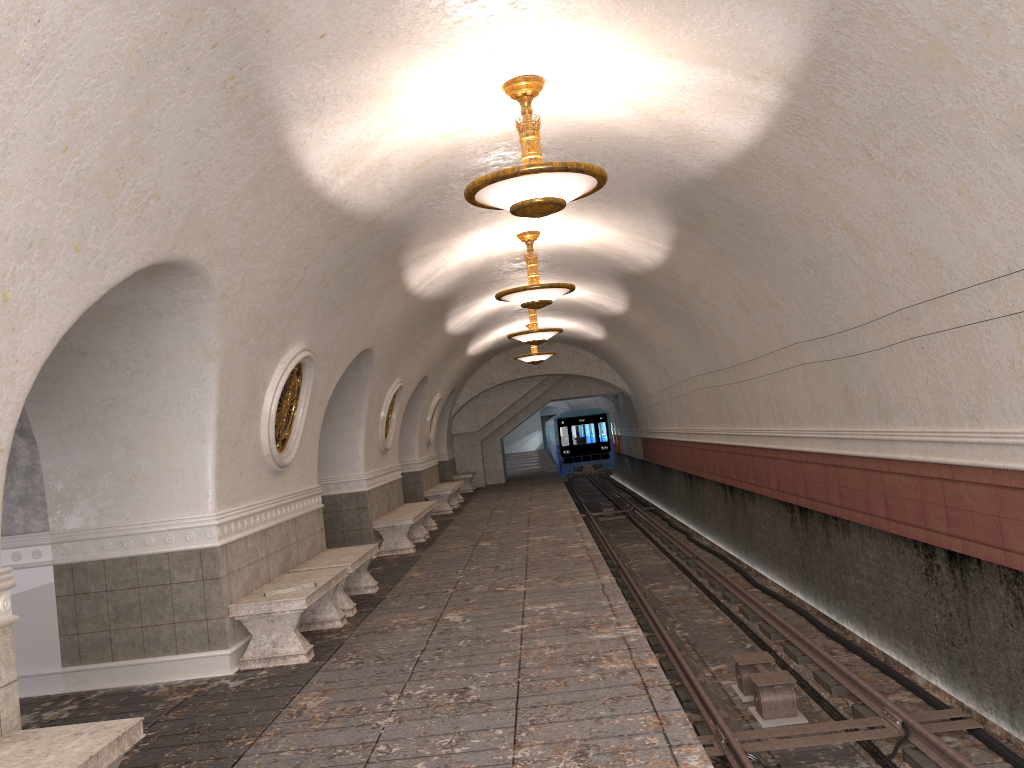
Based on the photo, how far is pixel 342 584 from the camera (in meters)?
8.55

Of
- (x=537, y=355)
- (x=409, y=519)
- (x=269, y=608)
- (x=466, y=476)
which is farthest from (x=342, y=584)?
(x=466, y=476)

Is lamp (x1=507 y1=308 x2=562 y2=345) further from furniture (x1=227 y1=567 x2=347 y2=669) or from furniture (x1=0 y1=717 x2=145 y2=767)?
furniture (x1=0 y1=717 x2=145 y2=767)

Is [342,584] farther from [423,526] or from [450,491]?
[450,491]

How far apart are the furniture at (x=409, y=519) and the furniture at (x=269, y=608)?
4.6m

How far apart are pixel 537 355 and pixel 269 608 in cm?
1386

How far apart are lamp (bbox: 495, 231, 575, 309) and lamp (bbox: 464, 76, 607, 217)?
4.1m

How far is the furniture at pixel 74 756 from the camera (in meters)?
3.53

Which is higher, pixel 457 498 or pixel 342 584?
pixel 342 584

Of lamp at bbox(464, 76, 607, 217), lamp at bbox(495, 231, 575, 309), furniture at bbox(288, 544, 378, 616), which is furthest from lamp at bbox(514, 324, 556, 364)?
lamp at bbox(464, 76, 607, 217)
